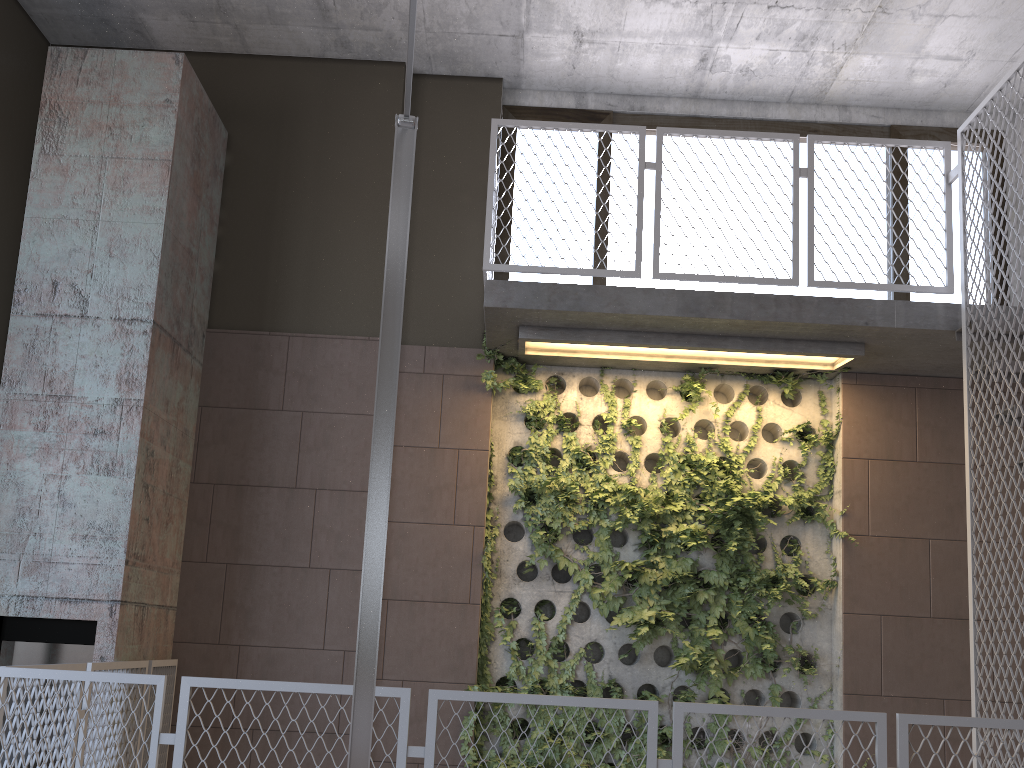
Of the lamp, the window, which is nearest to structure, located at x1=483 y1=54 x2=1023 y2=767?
the window

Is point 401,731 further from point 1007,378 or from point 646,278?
point 646,278

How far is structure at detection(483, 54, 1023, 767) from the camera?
4.8m

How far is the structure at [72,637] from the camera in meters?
4.6 m

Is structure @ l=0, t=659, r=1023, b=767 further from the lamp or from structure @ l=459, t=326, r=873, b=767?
structure @ l=459, t=326, r=873, b=767

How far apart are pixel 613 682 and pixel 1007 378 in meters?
2.9

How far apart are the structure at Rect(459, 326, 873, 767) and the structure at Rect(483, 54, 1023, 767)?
0.0m

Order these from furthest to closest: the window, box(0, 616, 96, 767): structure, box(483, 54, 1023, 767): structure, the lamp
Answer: the window, box(483, 54, 1023, 767): structure, box(0, 616, 96, 767): structure, the lamp

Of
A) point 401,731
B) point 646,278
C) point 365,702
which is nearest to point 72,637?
point 401,731

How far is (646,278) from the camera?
6.3 meters
